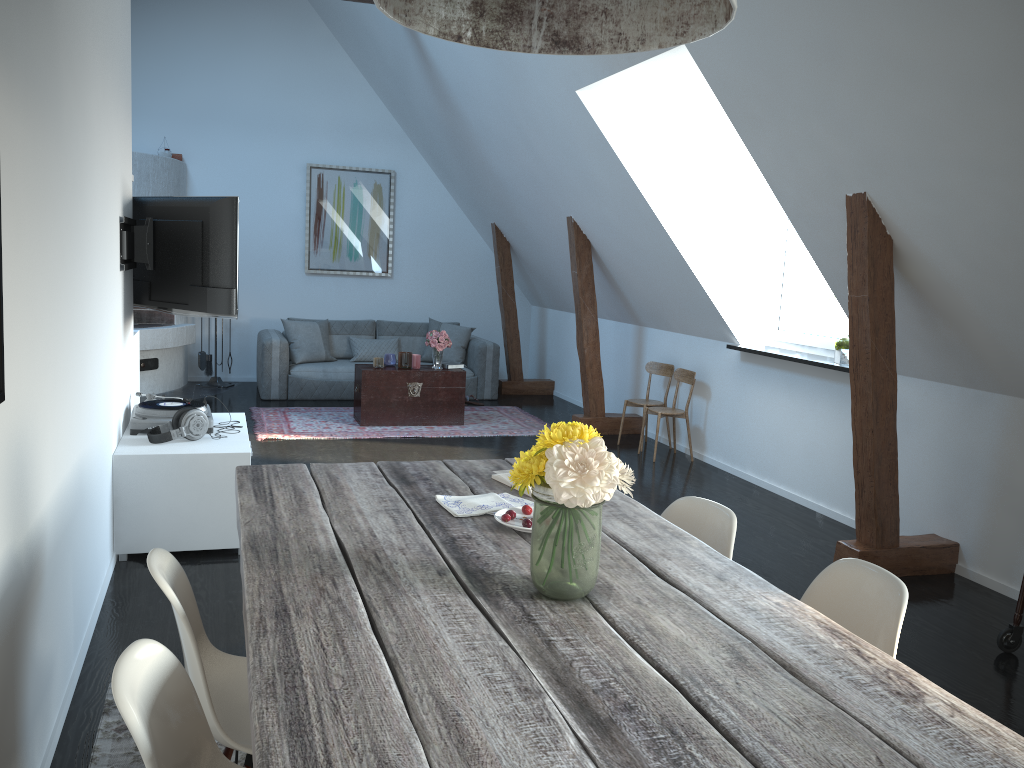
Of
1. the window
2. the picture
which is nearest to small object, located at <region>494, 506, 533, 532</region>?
the window

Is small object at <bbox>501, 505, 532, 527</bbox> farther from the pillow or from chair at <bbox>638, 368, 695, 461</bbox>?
the pillow

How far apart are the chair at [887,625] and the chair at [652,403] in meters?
4.9 m

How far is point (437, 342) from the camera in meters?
7.8 m

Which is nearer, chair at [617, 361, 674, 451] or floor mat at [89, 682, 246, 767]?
floor mat at [89, 682, 246, 767]

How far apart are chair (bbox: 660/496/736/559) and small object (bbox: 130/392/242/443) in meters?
2.6 m

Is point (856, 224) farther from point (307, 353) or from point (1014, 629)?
point (307, 353)

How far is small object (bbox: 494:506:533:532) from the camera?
2.3 meters

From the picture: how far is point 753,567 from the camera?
4.5 meters

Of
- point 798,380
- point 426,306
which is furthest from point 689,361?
point 426,306
